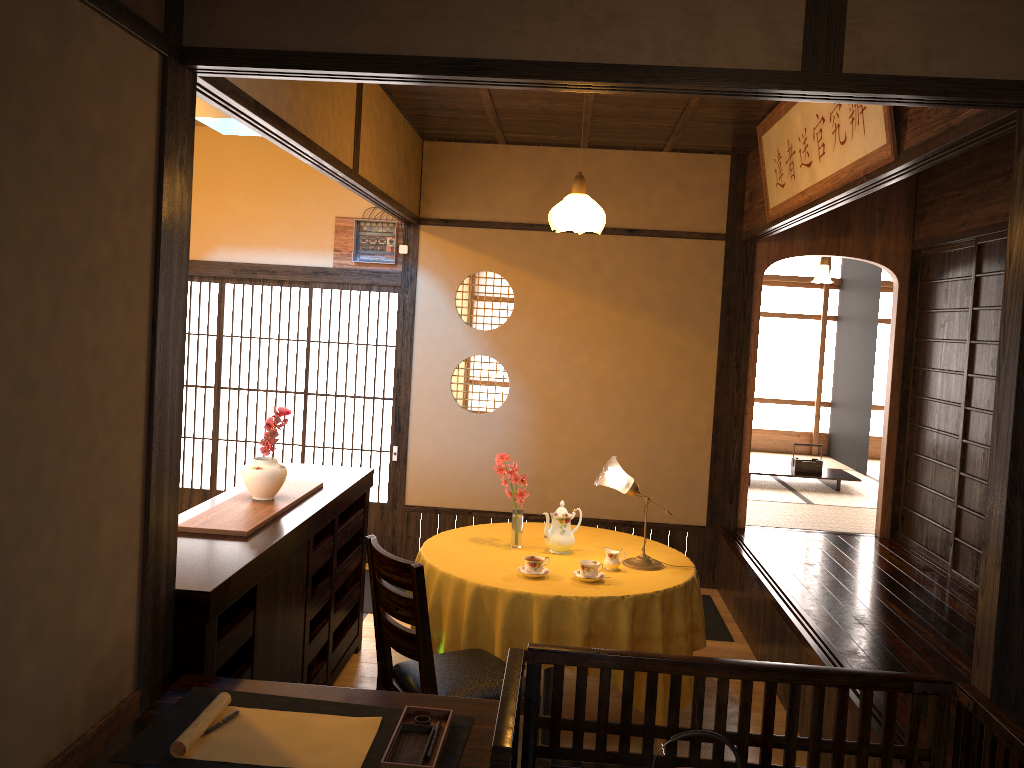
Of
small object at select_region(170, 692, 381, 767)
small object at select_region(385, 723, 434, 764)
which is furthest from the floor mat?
small object at select_region(385, 723, 434, 764)

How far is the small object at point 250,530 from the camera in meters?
3.2

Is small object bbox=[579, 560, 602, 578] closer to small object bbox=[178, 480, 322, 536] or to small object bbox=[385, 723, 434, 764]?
small object bbox=[178, 480, 322, 536]

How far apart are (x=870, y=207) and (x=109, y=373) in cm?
533

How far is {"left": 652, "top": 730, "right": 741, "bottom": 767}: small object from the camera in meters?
1.9 m

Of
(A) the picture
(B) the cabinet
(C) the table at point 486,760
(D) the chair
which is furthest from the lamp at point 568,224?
(C) the table at point 486,760

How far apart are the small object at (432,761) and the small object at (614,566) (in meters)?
1.88

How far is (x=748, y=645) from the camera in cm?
519

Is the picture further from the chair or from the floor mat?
the floor mat

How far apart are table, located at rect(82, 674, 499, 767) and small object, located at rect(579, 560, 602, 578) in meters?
1.5
